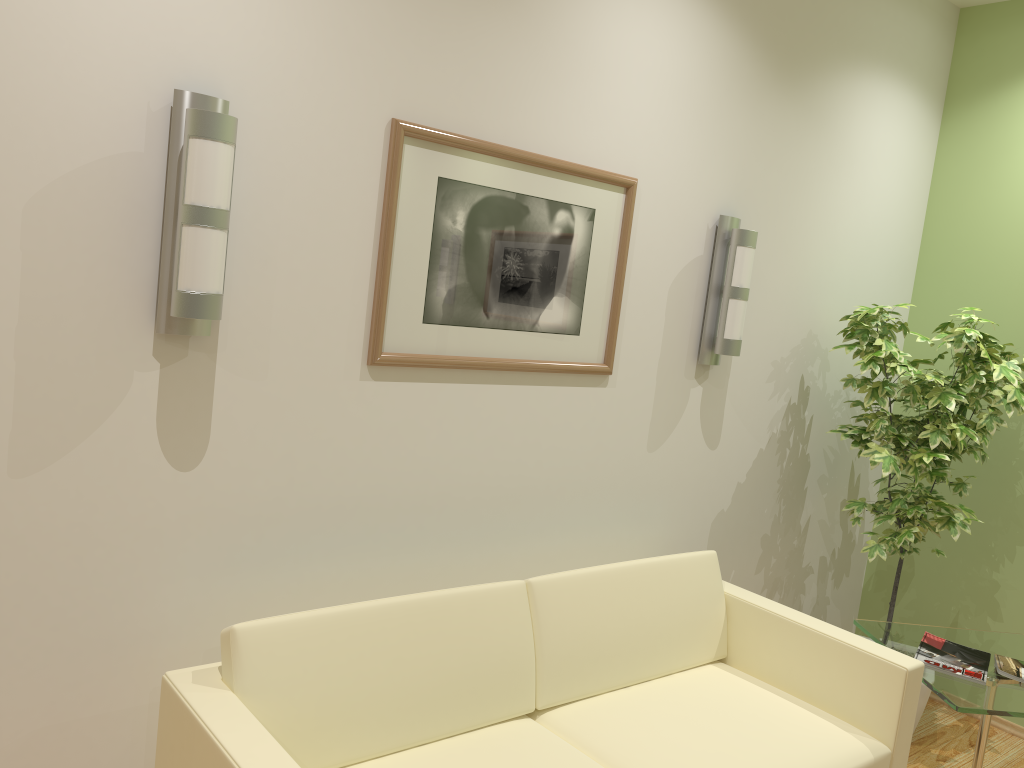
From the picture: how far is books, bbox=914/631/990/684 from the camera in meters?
3.1 m

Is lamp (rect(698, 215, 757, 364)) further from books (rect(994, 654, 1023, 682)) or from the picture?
books (rect(994, 654, 1023, 682))

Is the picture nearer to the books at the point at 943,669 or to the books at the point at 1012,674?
the books at the point at 943,669

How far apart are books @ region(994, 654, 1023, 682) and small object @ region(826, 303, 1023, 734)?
0.6m

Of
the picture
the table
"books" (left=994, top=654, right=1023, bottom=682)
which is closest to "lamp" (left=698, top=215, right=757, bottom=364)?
the picture

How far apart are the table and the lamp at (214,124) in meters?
2.5

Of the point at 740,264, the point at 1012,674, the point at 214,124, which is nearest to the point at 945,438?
the point at 1012,674

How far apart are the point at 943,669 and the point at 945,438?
1.0m

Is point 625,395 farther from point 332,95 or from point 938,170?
point 938,170

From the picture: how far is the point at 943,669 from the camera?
3.05m
